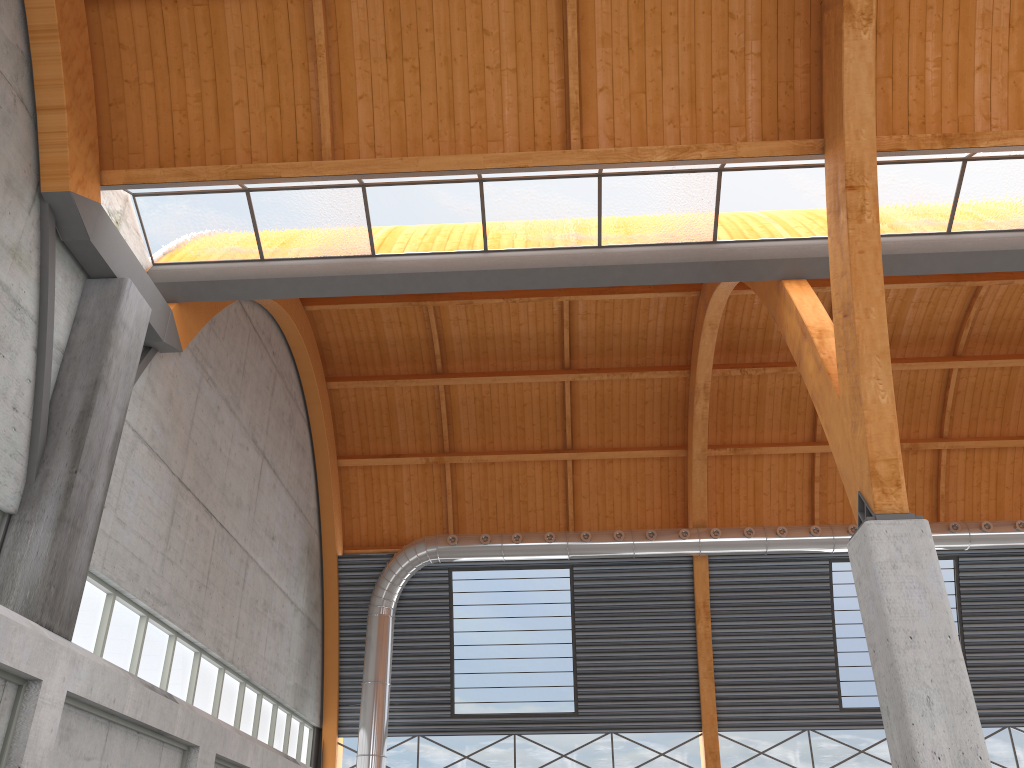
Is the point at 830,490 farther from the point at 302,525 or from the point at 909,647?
the point at 909,647
